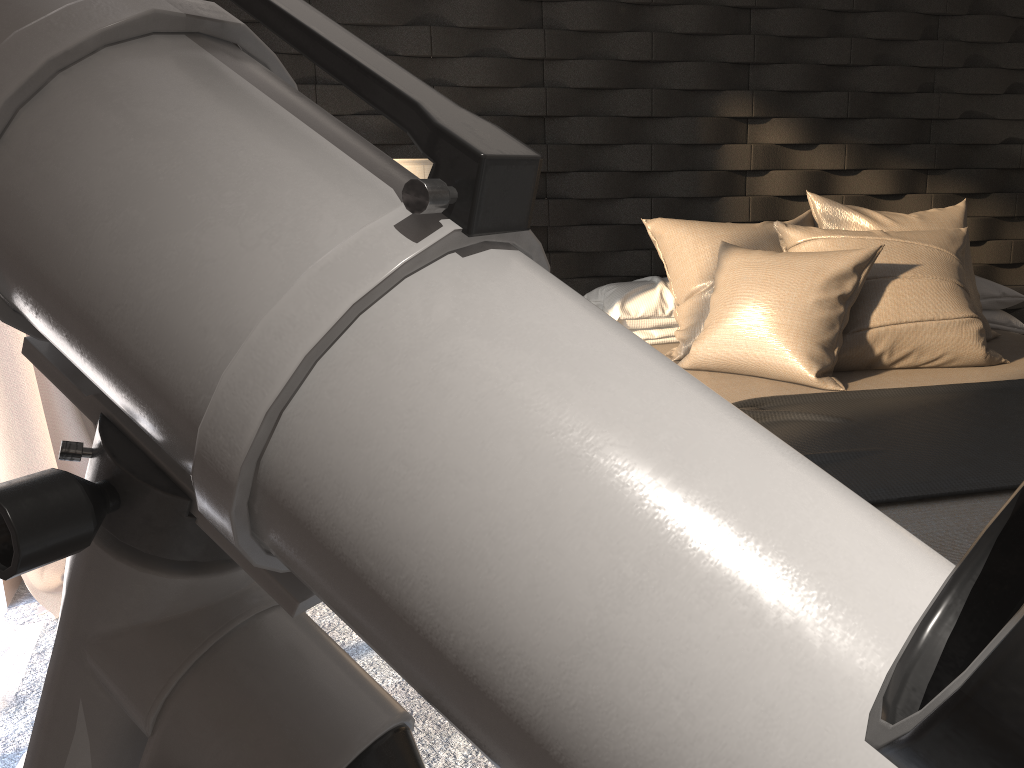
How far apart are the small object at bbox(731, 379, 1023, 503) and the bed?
0.0m

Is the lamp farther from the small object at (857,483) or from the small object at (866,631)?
the small object at (866,631)

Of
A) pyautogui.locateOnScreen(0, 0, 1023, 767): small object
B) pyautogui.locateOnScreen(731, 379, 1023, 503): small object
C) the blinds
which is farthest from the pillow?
pyautogui.locateOnScreen(0, 0, 1023, 767): small object

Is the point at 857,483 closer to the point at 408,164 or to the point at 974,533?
the point at 974,533

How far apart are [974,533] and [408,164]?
1.7 meters

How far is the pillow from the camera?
2.4m

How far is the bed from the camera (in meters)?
1.51

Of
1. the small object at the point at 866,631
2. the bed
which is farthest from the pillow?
the small object at the point at 866,631

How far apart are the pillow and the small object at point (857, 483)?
0.14m

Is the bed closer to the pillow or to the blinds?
the pillow
